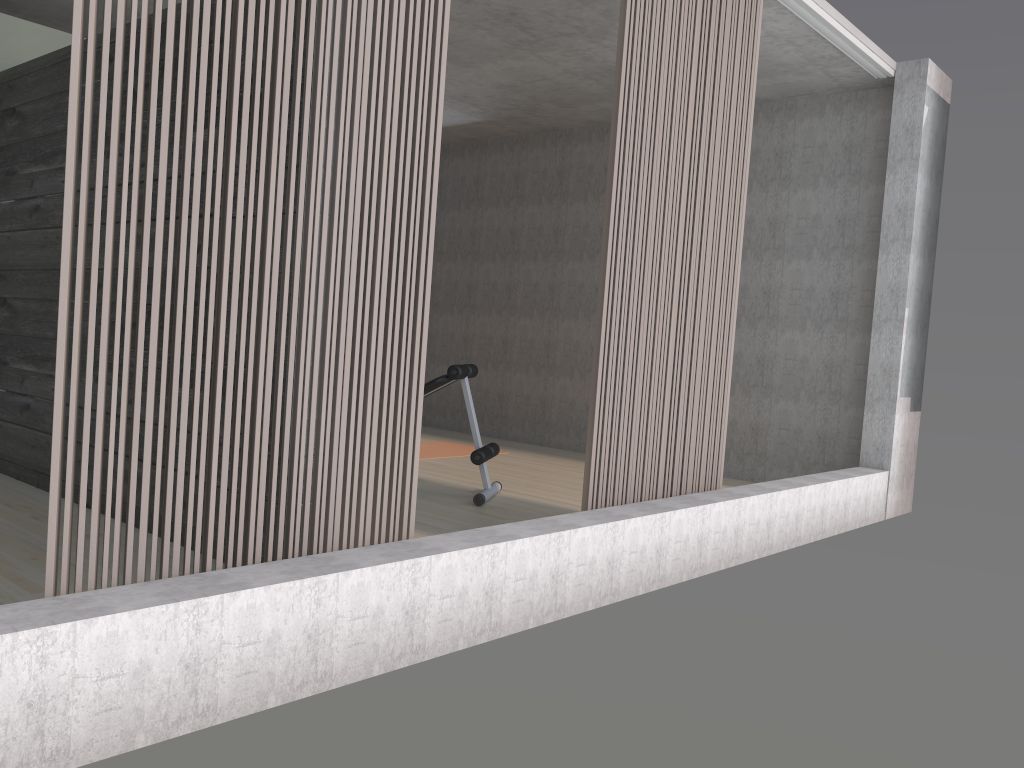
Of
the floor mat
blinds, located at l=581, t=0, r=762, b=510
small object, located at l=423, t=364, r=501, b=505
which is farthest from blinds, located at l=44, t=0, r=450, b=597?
the floor mat

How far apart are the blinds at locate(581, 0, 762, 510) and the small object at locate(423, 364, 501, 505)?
1.2m

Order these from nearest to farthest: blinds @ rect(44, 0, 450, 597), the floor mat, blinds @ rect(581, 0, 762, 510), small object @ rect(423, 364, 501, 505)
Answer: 1. blinds @ rect(44, 0, 450, 597)
2. blinds @ rect(581, 0, 762, 510)
3. small object @ rect(423, 364, 501, 505)
4. the floor mat

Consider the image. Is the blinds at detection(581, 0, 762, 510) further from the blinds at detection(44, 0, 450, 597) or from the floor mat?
the floor mat

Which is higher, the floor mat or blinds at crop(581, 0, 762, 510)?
blinds at crop(581, 0, 762, 510)

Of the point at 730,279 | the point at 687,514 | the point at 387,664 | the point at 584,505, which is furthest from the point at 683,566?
the point at 387,664

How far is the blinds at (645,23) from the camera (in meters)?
3.50

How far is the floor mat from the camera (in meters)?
6.77

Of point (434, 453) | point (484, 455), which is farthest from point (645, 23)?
point (434, 453)

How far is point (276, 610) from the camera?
2.2m
